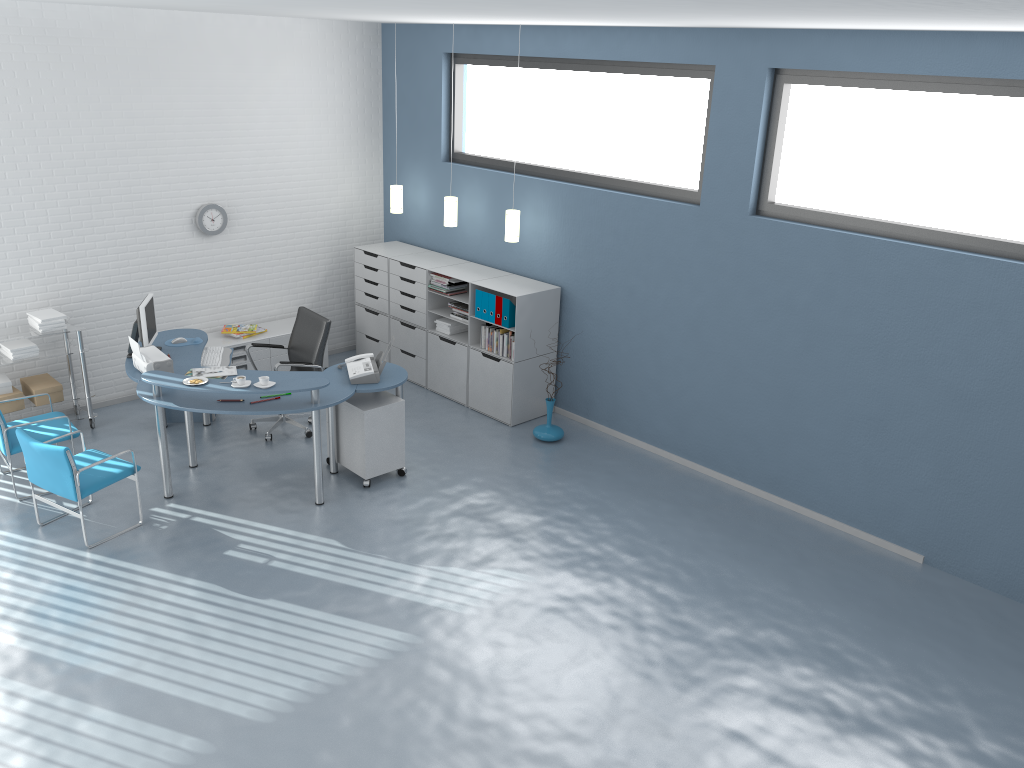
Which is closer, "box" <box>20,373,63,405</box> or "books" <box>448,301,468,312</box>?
"box" <box>20,373,63,405</box>

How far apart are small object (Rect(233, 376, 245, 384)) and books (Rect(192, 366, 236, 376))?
0.69m

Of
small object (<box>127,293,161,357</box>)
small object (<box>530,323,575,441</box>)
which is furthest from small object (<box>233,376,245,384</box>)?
small object (<box>530,323,575,441</box>)

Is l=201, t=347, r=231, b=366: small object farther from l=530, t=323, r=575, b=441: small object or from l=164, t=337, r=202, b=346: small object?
l=530, t=323, r=575, b=441: small object

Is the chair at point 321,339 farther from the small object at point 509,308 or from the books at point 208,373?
the small object at point 509,308

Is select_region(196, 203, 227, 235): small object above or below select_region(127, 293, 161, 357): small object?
above

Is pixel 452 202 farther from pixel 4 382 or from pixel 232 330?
pixel 4 382

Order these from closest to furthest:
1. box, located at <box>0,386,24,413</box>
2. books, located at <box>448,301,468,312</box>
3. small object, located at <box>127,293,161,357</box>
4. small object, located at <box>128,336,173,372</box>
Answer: small object, located at <box>128,336,173,372</box> → small object, located at <box>127,293,161,357</box> → box, located at <box>0,386,24,413</box> → books, located at <box>448,301,468,312</box>

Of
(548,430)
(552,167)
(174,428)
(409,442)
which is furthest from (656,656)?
(174,428)

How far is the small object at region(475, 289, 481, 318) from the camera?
7.5m
